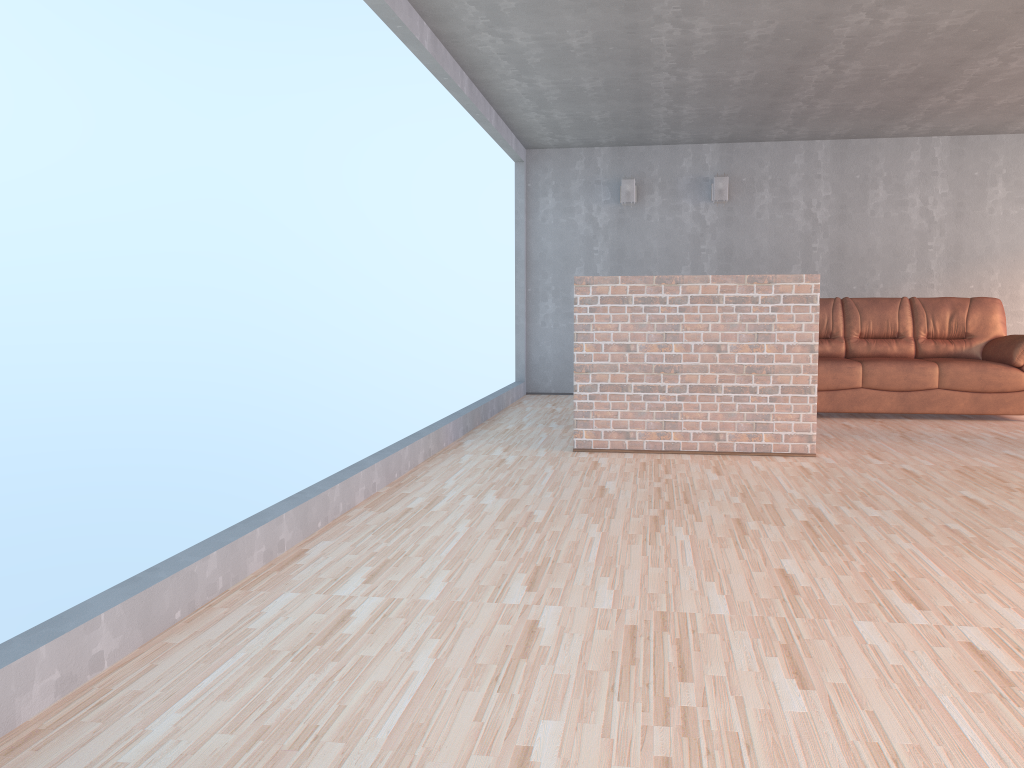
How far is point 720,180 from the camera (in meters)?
8.46

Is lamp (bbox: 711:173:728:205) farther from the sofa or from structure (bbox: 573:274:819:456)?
structure (bbox: 573:274:819:456)

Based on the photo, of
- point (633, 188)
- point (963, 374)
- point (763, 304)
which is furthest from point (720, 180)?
point (763, 304)

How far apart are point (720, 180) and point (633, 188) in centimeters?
82cm

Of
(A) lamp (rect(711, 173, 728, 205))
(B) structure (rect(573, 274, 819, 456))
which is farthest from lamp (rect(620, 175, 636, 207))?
(B) structure (rect(573, 274, 819, 456))

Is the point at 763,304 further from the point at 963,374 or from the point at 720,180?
the point at 720,180

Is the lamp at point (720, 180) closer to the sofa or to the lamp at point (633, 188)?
the lamp at point (633, 188)

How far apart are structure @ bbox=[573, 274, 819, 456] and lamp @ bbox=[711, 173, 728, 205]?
3.58m

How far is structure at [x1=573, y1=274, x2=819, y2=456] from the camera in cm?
514

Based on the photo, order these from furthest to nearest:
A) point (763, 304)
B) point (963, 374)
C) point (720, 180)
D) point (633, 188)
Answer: point (633, 188) → point (720, 180) → point (963, 374) → point (763, 304)
